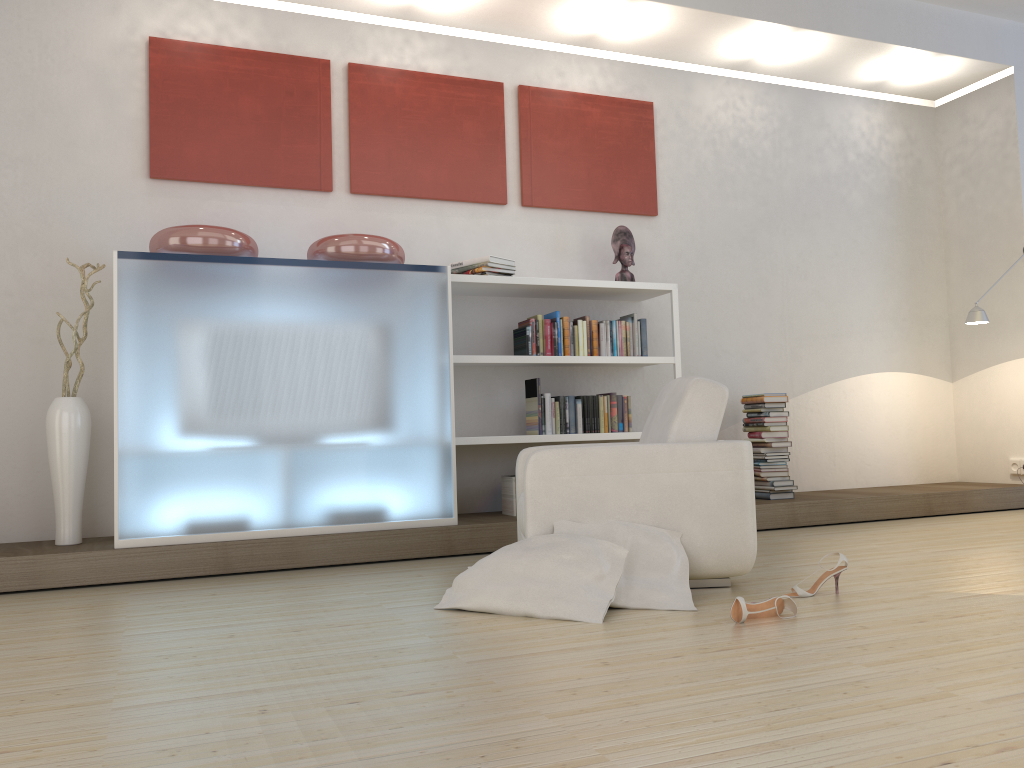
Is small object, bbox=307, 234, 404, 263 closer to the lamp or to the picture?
the picture

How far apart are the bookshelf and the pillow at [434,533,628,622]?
1.7 meters

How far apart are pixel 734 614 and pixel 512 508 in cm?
244

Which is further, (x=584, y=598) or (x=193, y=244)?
(x=193, y=244)

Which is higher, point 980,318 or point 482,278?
point 482,278

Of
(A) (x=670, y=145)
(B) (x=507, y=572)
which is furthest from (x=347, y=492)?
(A) (x=670, y=145)

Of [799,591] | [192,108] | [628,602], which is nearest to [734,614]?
[628,602]

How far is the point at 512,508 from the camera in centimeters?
518cm

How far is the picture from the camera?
5.0m

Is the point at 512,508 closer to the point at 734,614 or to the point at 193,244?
the point at 193,244
